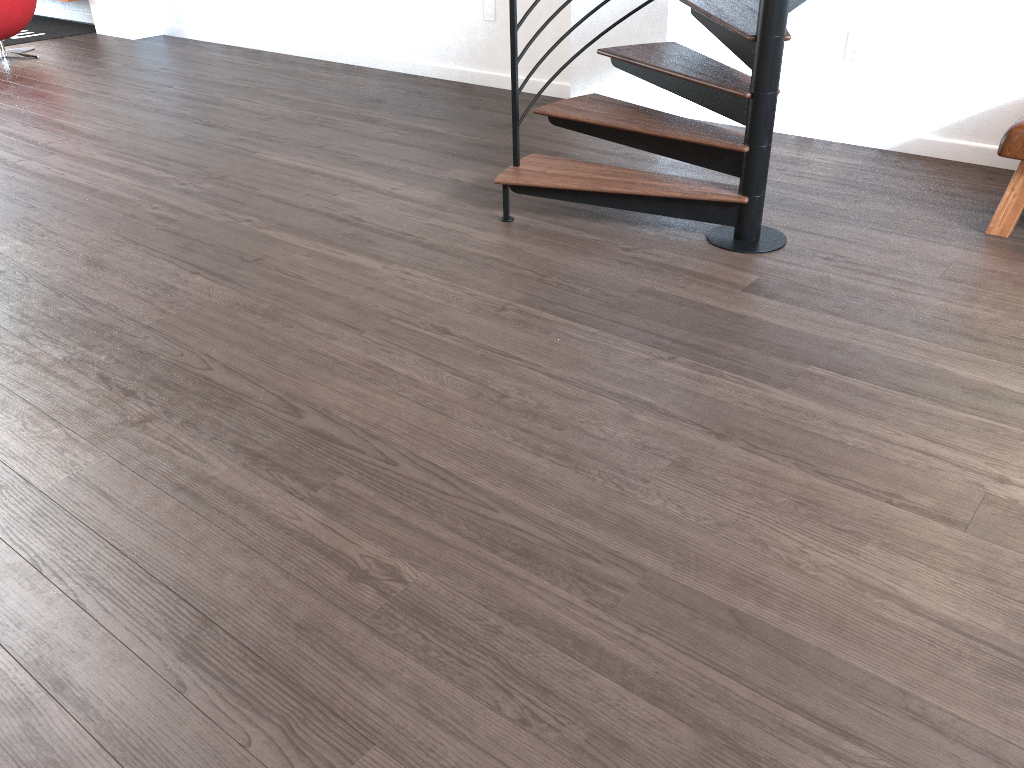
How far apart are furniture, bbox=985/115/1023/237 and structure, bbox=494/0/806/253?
0.8 meters

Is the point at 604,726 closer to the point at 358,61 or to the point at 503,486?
the point at 503,486

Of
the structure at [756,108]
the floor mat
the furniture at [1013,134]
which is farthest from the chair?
the furniture at [1013,134]

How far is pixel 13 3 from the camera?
6.7 meters

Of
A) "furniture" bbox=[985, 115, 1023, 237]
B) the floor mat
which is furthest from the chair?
"furniture" bbox=[985, 115, 1023, 237]

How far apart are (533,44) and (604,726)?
4.7 meters

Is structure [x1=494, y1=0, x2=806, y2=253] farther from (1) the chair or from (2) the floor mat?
(2) the floor mat

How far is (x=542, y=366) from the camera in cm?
261

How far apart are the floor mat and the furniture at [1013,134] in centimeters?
778cm

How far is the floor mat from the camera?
7.83m
